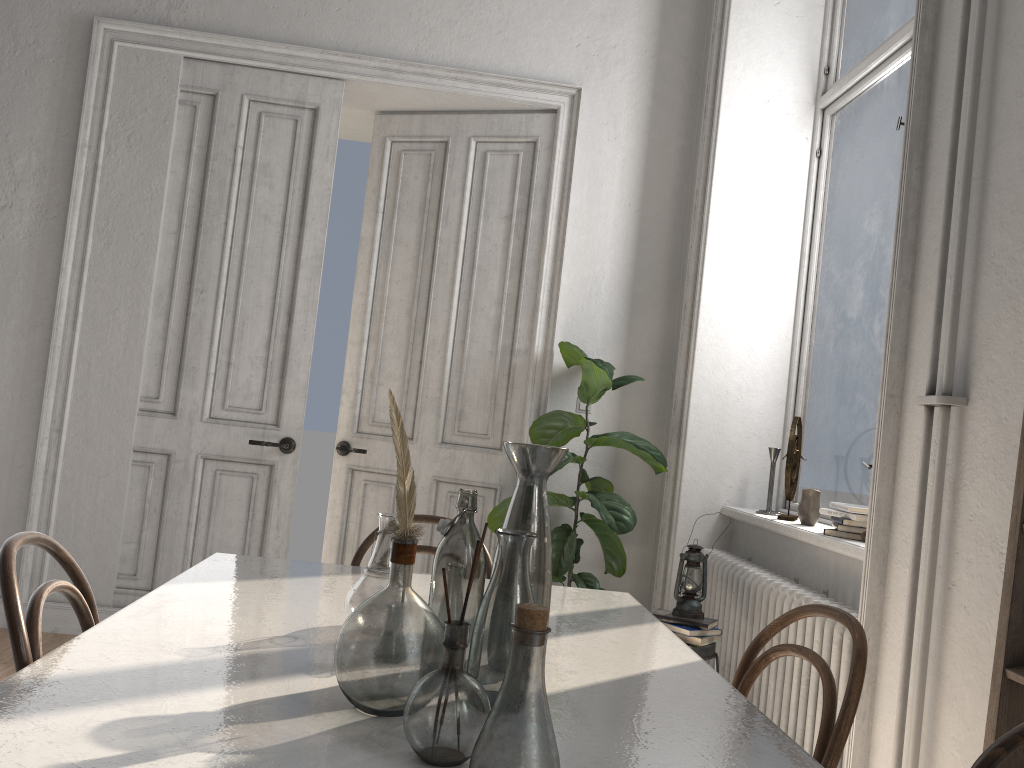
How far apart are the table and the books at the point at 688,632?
0.77m

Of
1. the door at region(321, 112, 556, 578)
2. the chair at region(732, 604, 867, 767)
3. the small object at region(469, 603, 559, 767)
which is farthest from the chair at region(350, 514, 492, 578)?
the door at region(321, 112, 556, 578)

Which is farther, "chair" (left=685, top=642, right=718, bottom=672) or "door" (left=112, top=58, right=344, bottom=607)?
"door" (left=112, top=58, right=344, bottom=607)

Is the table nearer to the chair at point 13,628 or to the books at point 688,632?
the chair at point 13,628

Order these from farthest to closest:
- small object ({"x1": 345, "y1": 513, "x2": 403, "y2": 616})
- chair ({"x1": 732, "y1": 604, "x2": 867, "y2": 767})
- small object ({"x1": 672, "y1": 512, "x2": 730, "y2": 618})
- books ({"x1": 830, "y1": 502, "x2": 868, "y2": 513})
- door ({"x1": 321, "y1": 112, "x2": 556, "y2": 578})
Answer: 1. door ({"x1": 321, "y1": 112, "x2": 556, "y2": 578})
2. small object ({"x1": 672, "y1": 512, "x2": 730, "y2": 618})
3. books ({"x1": 830, "y1": 502, "x2": 868, "y2": 513})
4. small object ({"x1": 345, "y1": 513, "x2": 403, "y2": 616})
5. chair ({"x1": 732, "y1": 604, "x2": 867, "y2": 767})

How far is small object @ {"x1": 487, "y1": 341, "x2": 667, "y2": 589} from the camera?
3.8 meters

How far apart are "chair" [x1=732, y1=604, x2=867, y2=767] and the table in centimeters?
12cm

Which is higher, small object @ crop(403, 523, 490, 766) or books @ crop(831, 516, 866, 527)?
books @ crop(831, 516, 866, 527)

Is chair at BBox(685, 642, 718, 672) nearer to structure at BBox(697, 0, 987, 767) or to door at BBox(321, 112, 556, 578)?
structure at BBox(697, 0, 987, 767)

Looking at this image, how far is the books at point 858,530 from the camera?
3.0 meters
